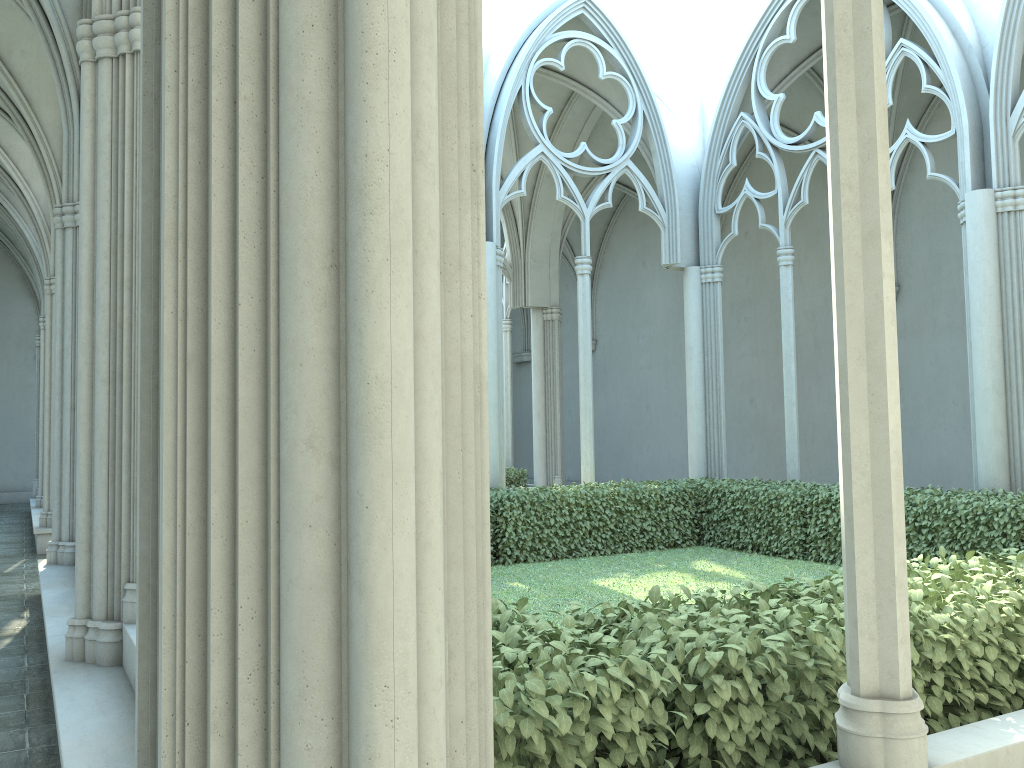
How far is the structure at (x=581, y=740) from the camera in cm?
260

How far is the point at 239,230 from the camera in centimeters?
169cm

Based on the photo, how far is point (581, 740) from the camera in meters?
2.6 m

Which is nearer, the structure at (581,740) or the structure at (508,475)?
the structure at (581,740)

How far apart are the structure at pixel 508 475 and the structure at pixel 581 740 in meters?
5.3 m

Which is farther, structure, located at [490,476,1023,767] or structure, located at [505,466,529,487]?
structure, located at [505,466,529,487]

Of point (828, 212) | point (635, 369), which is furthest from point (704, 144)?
point (635, 369)

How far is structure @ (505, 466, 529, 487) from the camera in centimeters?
1730cm

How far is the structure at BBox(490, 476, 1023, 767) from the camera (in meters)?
2.60

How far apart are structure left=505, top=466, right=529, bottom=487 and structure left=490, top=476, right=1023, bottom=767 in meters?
5.3
